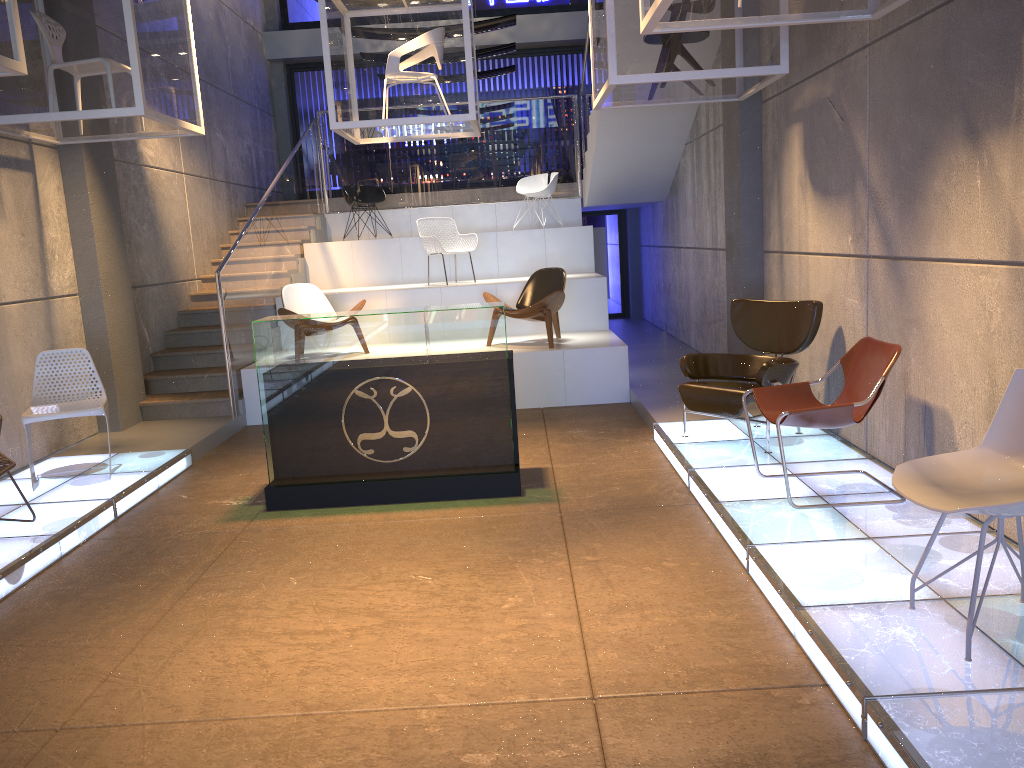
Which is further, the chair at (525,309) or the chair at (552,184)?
the chair at (552,184)

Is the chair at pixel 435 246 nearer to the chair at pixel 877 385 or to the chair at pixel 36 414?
the chair at pixel 36 414

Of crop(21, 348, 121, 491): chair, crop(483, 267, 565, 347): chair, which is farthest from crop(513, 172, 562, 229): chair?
crop(21, 348, 121, 491): chair

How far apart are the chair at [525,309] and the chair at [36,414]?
3.8 meters

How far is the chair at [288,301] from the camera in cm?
908

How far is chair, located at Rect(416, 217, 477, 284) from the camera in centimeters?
1029cm

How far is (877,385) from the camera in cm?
448

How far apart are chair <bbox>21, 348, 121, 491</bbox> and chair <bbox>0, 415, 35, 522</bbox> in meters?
0.9

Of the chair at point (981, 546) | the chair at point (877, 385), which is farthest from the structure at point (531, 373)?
the chair at point (981, 546)

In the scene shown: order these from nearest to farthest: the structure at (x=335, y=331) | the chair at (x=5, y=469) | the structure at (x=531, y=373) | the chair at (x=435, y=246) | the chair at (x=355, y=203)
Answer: the chair at (x=5, y=469), the structure at (x=335, y=331), the structure at (x=531, y=373), the chair at (x=435, y=246), the chair at (x=355, y=203)
